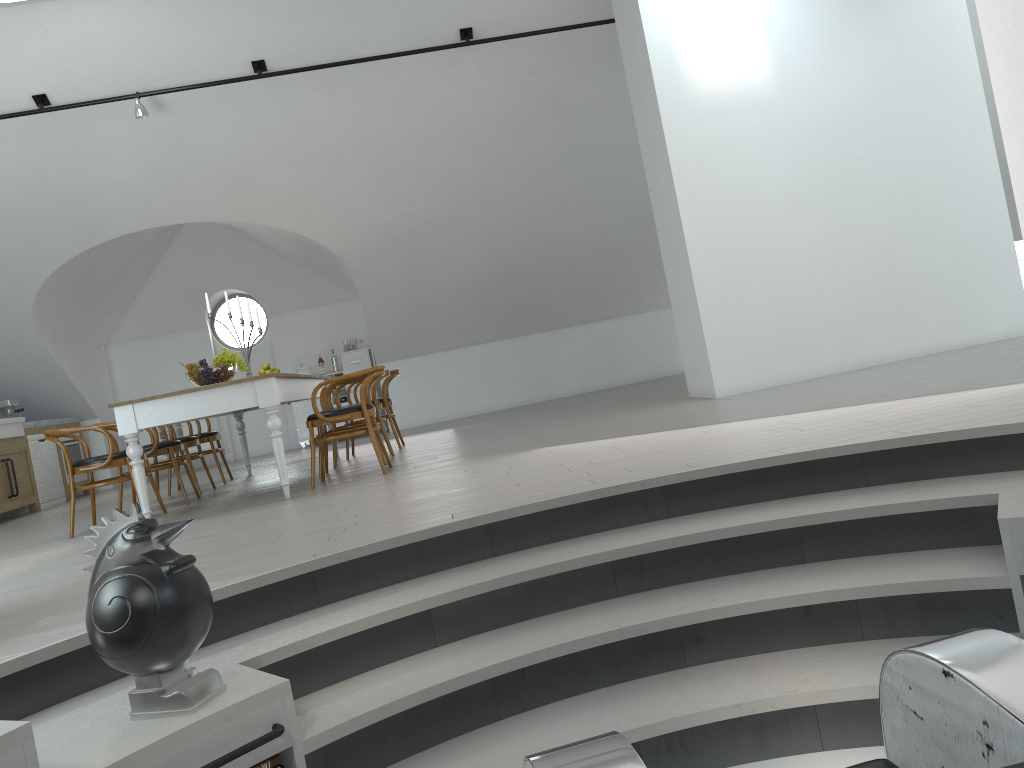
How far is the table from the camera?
5.5m

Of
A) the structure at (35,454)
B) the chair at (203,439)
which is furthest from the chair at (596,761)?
the structure at (35,454)

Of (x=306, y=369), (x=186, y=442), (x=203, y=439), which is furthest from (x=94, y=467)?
(x=306, y=369)

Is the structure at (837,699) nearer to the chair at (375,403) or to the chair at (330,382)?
the chair at (330,382)

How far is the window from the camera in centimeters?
1232cm

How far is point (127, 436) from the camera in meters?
5.5

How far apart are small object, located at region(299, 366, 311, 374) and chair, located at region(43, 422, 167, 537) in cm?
568

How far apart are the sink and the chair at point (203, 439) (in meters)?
2.47

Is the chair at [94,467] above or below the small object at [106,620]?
above

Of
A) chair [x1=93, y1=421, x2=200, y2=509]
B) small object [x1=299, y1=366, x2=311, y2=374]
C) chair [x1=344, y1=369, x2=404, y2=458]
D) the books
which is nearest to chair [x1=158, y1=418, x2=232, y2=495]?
chair [x1=93, y1=421, x2=200, y2=509]
